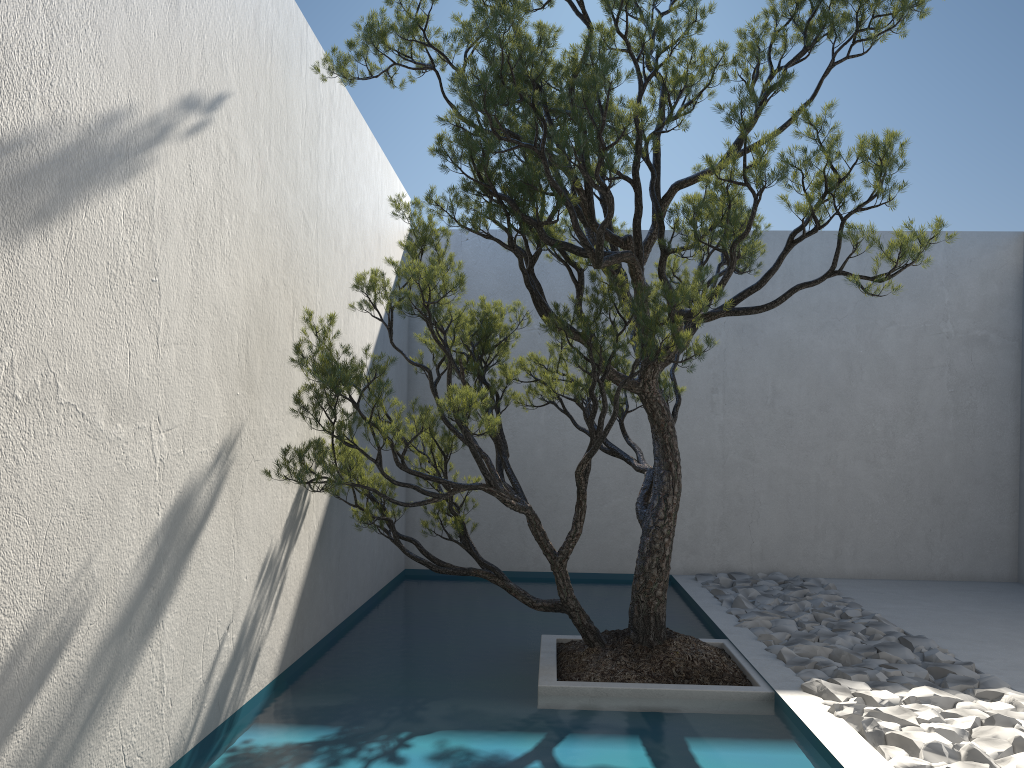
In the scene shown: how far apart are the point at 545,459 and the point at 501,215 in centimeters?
382cm

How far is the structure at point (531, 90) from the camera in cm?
314

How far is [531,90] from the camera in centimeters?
314cm

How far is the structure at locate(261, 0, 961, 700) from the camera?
3.1m
